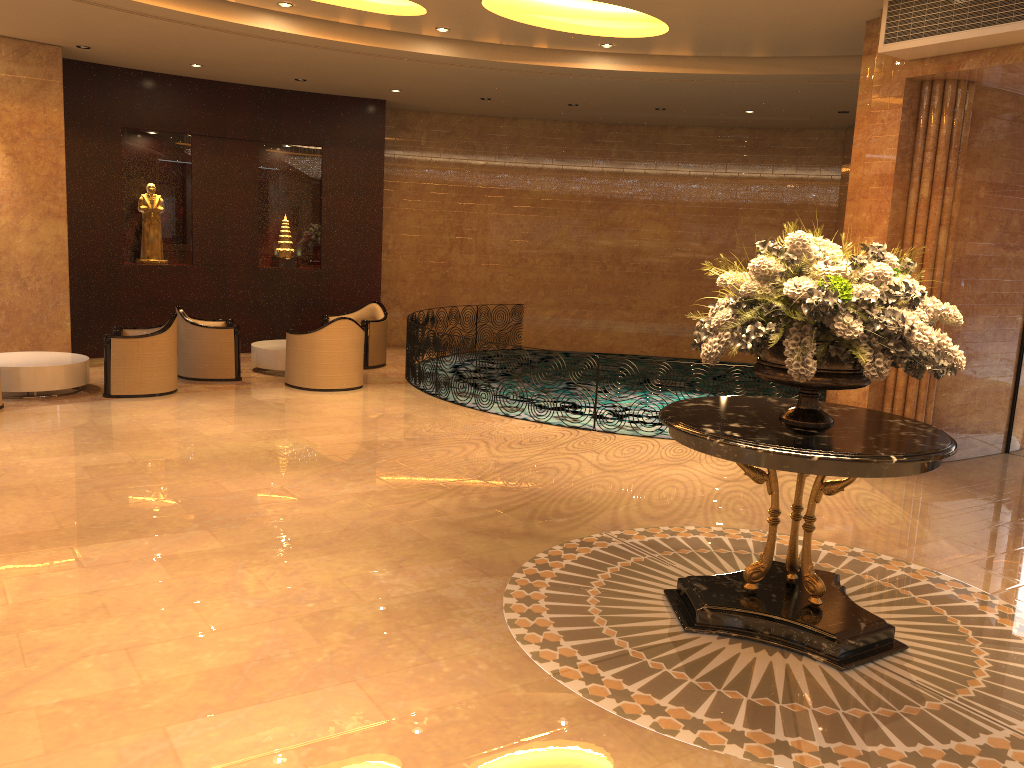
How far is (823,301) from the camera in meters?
4.1 m

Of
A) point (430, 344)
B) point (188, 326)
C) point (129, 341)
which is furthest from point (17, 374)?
point (430, 344)

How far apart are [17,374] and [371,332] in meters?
4.7

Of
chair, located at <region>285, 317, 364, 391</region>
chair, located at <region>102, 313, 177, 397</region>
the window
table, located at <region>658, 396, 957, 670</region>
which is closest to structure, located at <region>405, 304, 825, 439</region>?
chair, located at <region>285, 317, 364, 391</region>

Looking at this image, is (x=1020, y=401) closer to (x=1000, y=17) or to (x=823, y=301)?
(x=1000, y=17)

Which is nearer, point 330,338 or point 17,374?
point 17,374

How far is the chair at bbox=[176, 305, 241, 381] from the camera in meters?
11.0 m

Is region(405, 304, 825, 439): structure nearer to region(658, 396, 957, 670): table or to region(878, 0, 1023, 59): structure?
region(878, 0, 1023, 59): structure

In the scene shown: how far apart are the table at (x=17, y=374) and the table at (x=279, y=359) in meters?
2.2 m

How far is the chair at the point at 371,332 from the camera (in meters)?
12.69
